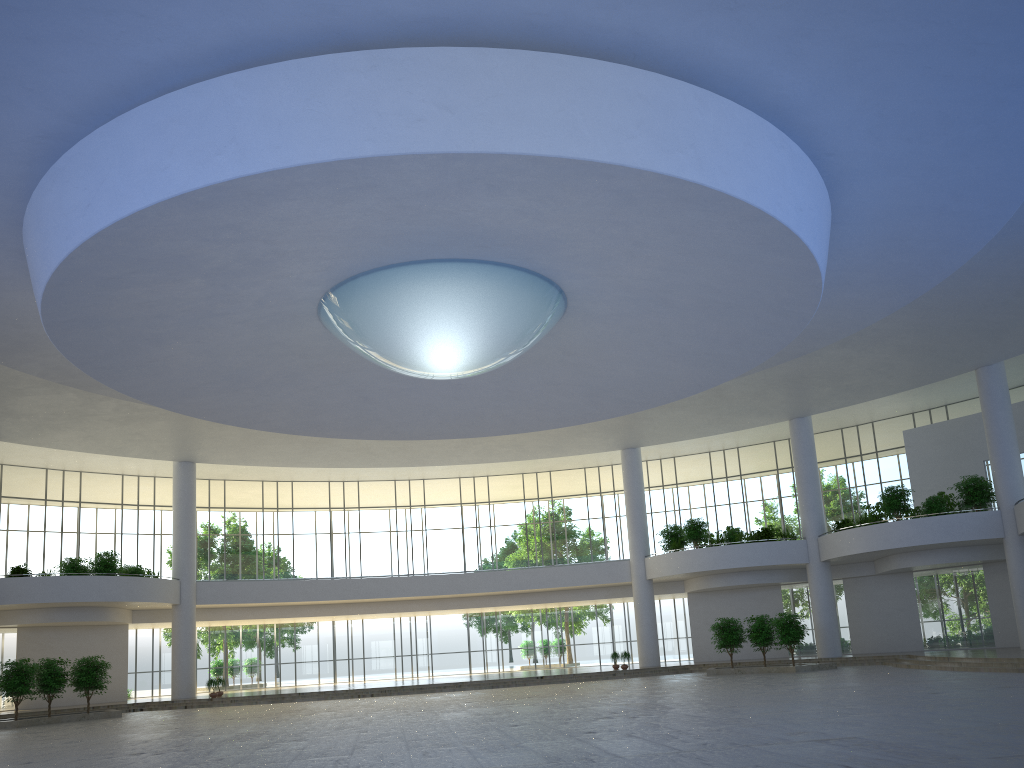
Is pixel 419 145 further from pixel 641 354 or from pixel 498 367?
pixel 641 354
